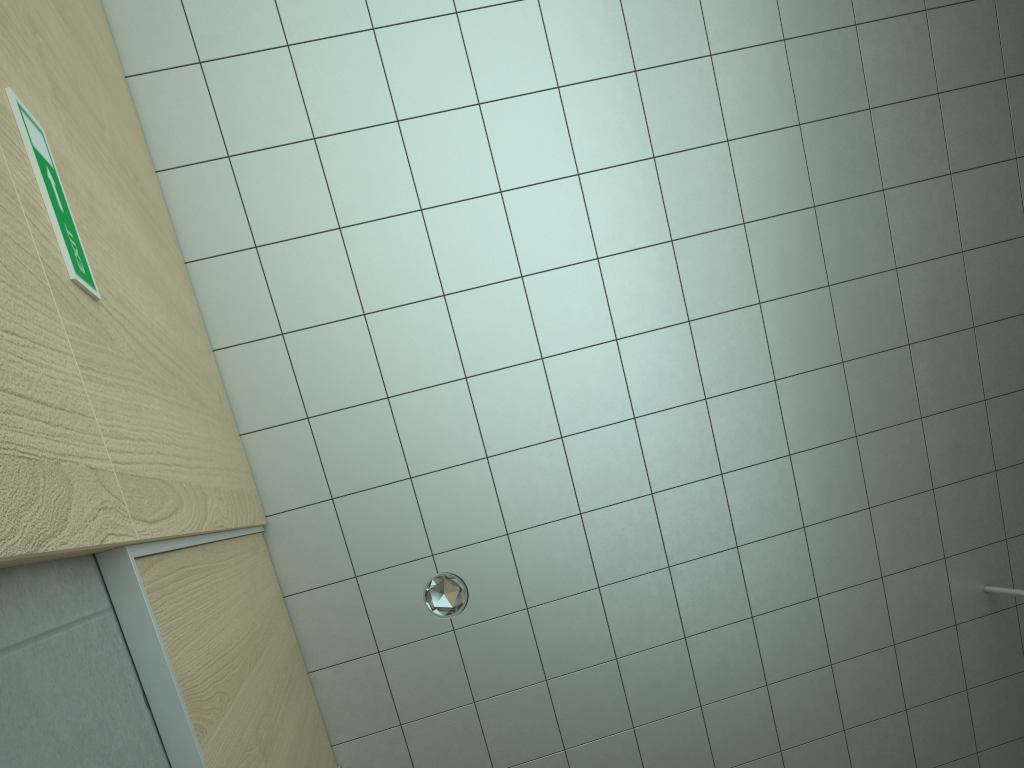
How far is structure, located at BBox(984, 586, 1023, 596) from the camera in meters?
3.7 m

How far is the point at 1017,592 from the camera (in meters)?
3.69

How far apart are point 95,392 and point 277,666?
1.40m

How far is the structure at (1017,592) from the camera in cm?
369
